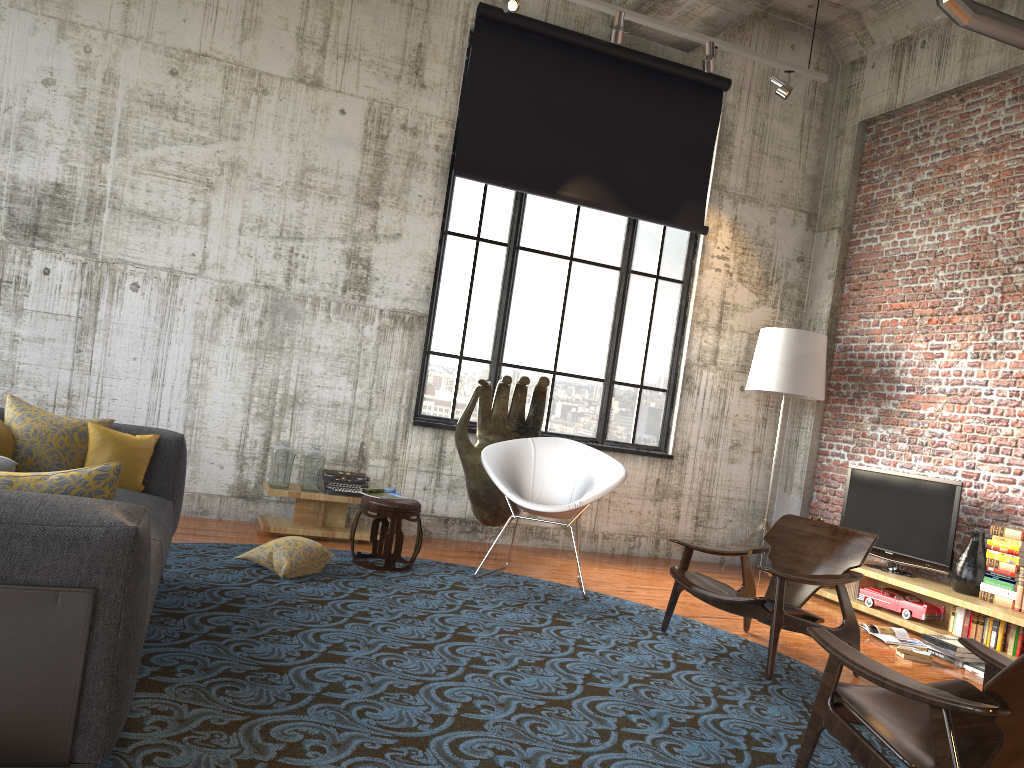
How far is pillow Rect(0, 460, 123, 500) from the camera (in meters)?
2.31

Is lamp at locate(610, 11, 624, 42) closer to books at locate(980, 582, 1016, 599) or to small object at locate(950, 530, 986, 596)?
small object at locate(950, 530, 986, 596)

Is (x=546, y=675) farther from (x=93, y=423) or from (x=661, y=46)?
(x=661, y=46)

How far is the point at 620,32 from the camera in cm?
677

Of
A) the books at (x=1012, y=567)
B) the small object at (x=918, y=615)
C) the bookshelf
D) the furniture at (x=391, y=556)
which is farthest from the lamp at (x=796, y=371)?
the furniture at (x=391, y=556)

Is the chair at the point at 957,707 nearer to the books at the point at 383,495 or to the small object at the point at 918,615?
the small object at the point at 918,615

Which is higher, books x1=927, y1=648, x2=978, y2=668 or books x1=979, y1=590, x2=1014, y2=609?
books x1=979, y1=590, x2=1014, y2=609

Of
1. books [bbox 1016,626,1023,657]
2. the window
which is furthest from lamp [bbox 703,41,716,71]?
books [bbox 1016,626,1023,657]

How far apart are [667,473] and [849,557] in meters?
3.3

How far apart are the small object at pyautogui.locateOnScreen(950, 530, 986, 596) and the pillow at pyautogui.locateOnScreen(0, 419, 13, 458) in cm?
602
